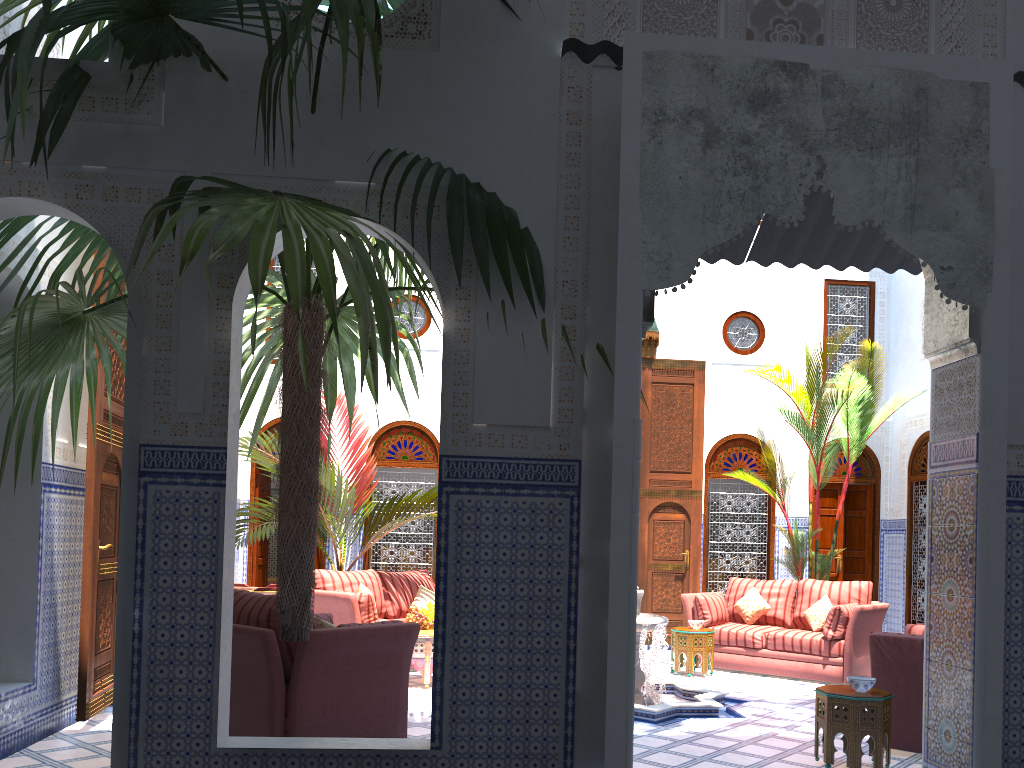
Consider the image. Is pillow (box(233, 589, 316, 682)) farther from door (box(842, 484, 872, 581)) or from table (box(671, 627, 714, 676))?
door (box(842, 484, 872, 581))

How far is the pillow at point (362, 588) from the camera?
5.9 meters

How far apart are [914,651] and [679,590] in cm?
372

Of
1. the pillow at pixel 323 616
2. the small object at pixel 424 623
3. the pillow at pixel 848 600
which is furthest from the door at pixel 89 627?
the pillow at pixel 848 600

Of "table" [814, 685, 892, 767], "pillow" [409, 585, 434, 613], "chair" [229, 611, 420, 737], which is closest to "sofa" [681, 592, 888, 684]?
"pillow" [409, 585, 434, 613]

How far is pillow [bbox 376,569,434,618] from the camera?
6.24m

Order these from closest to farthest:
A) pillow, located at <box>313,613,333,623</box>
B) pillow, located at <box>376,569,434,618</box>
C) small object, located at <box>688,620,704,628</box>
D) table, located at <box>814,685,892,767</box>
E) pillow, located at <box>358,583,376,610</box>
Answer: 1. table, located at <box>814,685,892,767</box>
2. pillow, located at <box>313,613,333,623</box>
3. pillow, located at <box>358,583,376,610</box>
4. small object, located at <box>688,620,704,628</box>
5. pillow, located at <box>376,569,434,618</box>

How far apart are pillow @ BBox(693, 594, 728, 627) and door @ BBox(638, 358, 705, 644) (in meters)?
0.87

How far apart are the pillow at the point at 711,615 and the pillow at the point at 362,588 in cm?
241

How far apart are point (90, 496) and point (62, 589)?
0.41m
